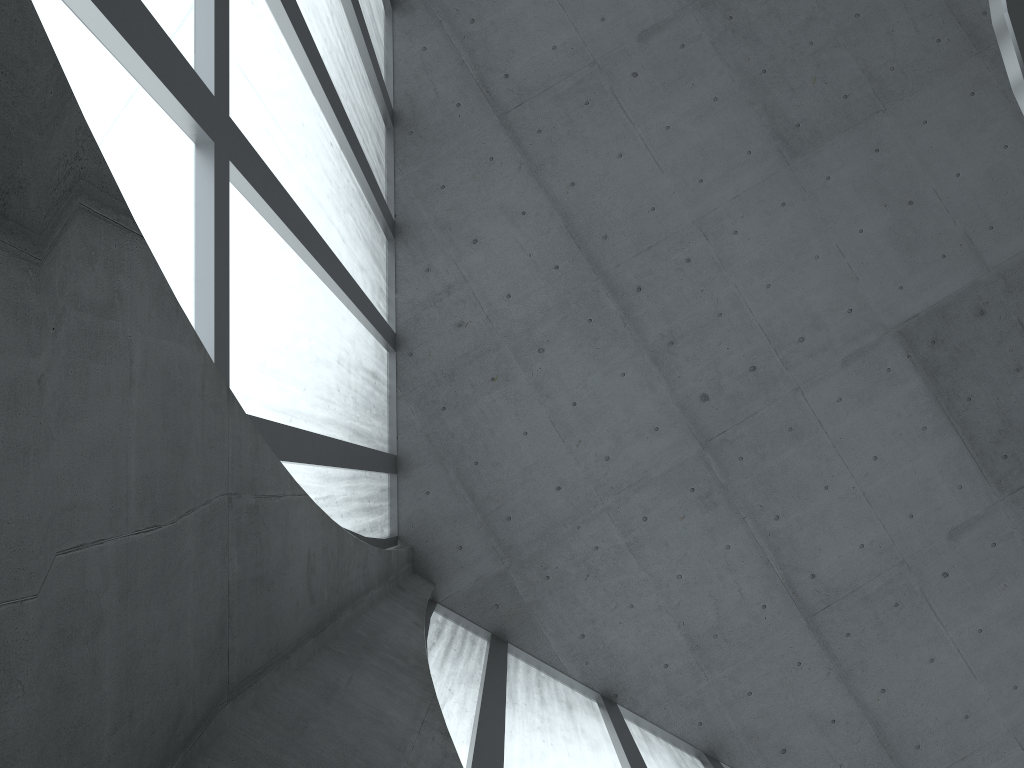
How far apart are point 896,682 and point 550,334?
12.9m
